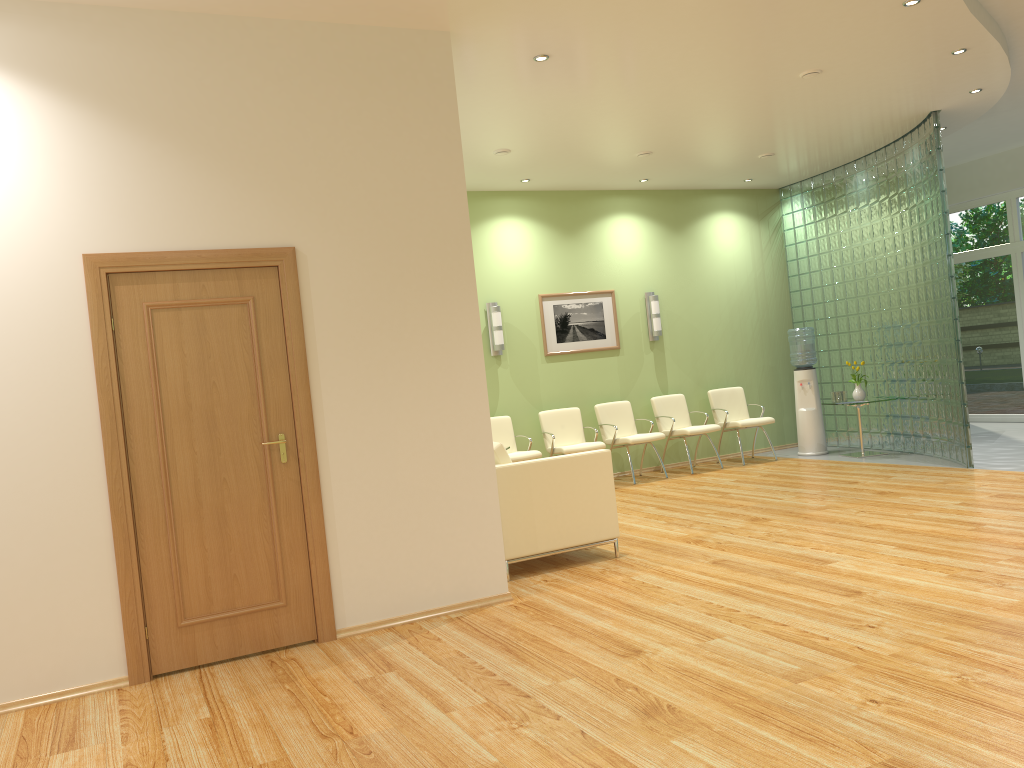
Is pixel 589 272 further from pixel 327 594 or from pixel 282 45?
pixel 327 594

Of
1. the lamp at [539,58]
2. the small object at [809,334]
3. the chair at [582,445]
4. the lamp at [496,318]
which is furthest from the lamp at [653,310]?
the lamp at [539,58]

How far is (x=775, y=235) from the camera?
11.5m

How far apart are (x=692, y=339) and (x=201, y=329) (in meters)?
7.37

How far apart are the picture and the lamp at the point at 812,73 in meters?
4.0 m

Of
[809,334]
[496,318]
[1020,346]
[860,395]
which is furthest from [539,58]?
[1020,346]

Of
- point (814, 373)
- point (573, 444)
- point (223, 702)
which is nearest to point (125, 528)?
point (223, 702)

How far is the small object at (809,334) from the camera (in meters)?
10.40

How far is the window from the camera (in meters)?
11.52

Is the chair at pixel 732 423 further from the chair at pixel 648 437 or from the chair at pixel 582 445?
the chair at pixel 582 445
